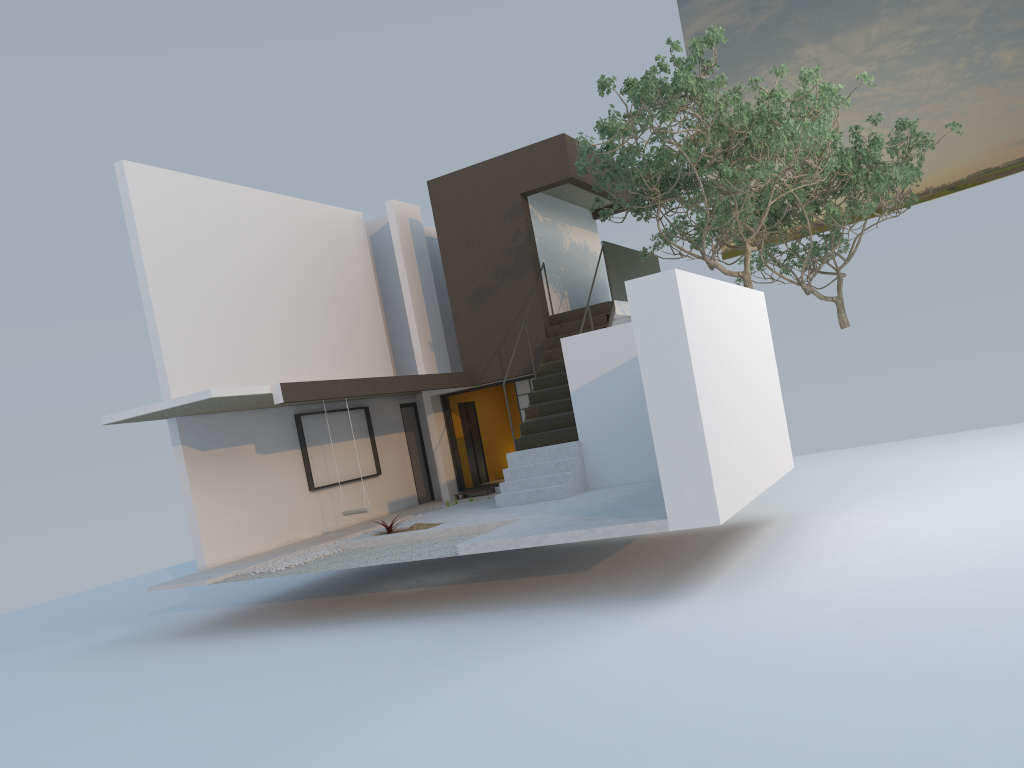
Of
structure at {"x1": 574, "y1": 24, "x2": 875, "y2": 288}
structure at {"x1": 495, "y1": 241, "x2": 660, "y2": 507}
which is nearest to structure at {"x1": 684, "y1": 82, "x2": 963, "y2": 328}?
structure at {"x1": 574, "y1": 24, "x2": 875, "y2": 288}

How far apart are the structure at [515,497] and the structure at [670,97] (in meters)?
0.49

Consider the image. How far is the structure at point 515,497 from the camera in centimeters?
1255cm

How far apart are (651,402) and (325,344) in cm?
883

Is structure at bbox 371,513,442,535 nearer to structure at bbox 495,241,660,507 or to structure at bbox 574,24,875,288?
structure at bbox 495,241,660,507

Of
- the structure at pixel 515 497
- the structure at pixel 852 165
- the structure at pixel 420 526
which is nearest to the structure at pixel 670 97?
the structure at pixel 515 497

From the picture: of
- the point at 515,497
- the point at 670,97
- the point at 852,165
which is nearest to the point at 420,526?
the point at 515,497

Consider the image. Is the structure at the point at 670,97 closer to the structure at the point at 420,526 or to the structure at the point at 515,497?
the structure at the point at 515,497

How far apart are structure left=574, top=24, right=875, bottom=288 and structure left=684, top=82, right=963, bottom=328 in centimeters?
178cm

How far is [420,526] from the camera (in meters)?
11.84
